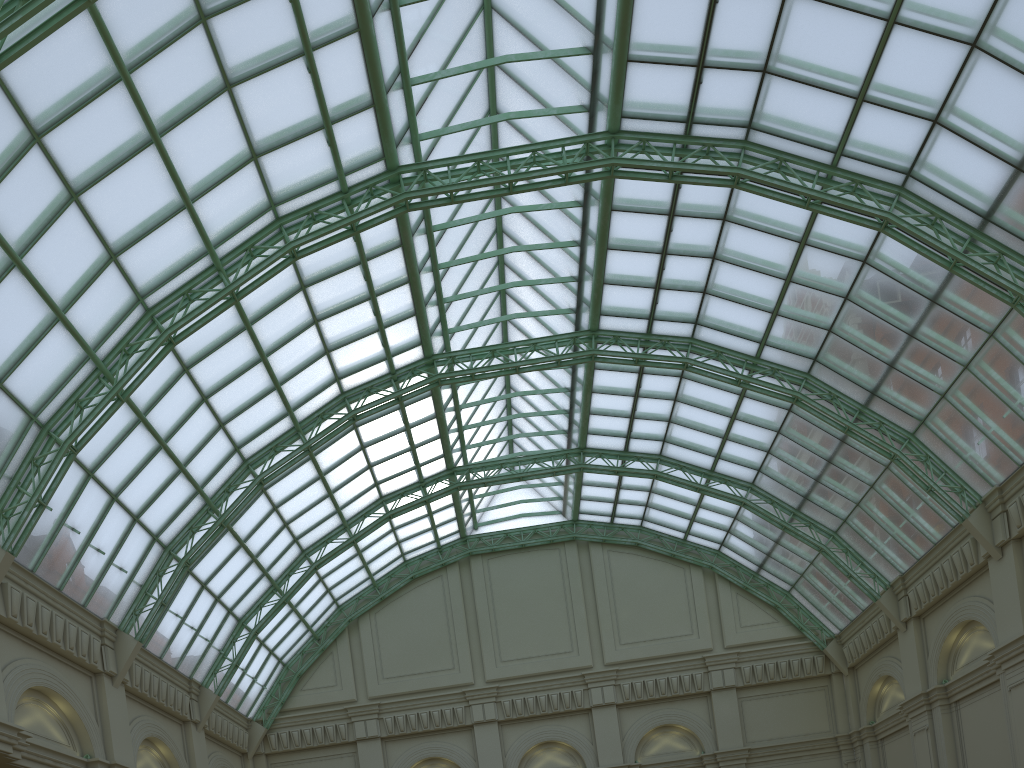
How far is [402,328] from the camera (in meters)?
38.39
